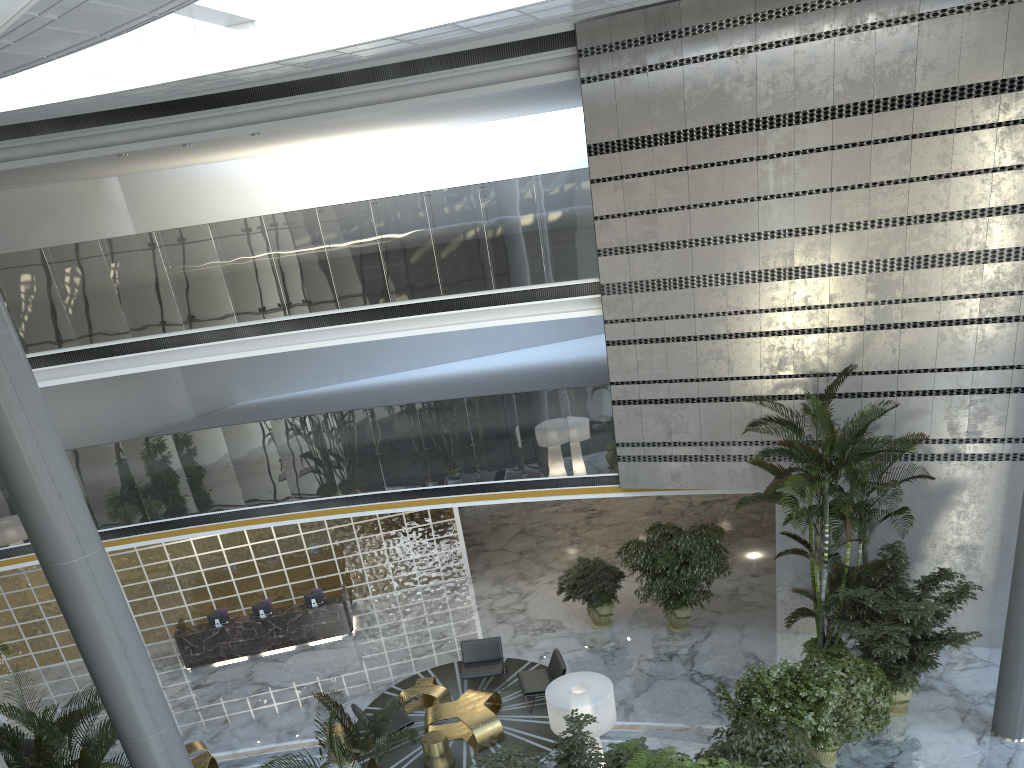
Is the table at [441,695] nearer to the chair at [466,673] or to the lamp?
the chair at [466,673]

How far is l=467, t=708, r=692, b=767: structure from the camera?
7.43m

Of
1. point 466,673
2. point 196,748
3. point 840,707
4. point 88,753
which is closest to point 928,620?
point 840,707

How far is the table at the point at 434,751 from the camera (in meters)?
10.64

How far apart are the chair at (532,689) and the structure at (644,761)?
5.0 meters

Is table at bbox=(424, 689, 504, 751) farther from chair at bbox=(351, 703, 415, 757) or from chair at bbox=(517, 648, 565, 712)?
chair at bbox=(517, 648, 565, 712)

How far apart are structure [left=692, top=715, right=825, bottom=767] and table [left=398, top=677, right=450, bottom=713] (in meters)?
5.03

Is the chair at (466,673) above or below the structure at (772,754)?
below

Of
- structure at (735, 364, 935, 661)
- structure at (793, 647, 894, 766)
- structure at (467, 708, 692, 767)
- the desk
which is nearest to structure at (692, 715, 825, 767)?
structure at (793, 647, 894, 766)

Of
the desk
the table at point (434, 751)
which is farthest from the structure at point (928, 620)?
the desk
